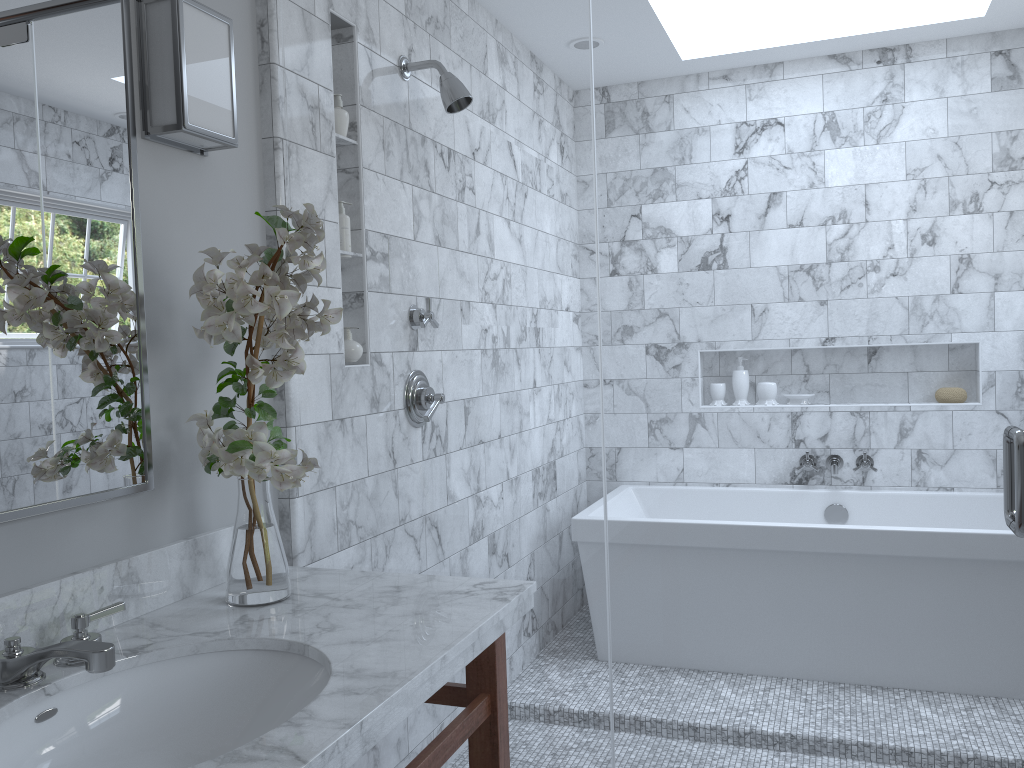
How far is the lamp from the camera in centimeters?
162cm

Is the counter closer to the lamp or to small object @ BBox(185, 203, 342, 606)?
small object @ BBox(185, 203, 342, 606)

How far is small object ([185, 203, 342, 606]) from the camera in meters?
1.5 m

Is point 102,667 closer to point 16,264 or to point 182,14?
point 16,264

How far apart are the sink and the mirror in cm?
27

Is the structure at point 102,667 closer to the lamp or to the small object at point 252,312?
the small object at point 252,312

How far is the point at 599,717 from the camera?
4.4 meters

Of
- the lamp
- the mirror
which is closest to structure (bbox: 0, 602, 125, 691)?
the mirror

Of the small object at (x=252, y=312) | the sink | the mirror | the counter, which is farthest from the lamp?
the sink

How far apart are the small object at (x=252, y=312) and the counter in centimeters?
1cm
